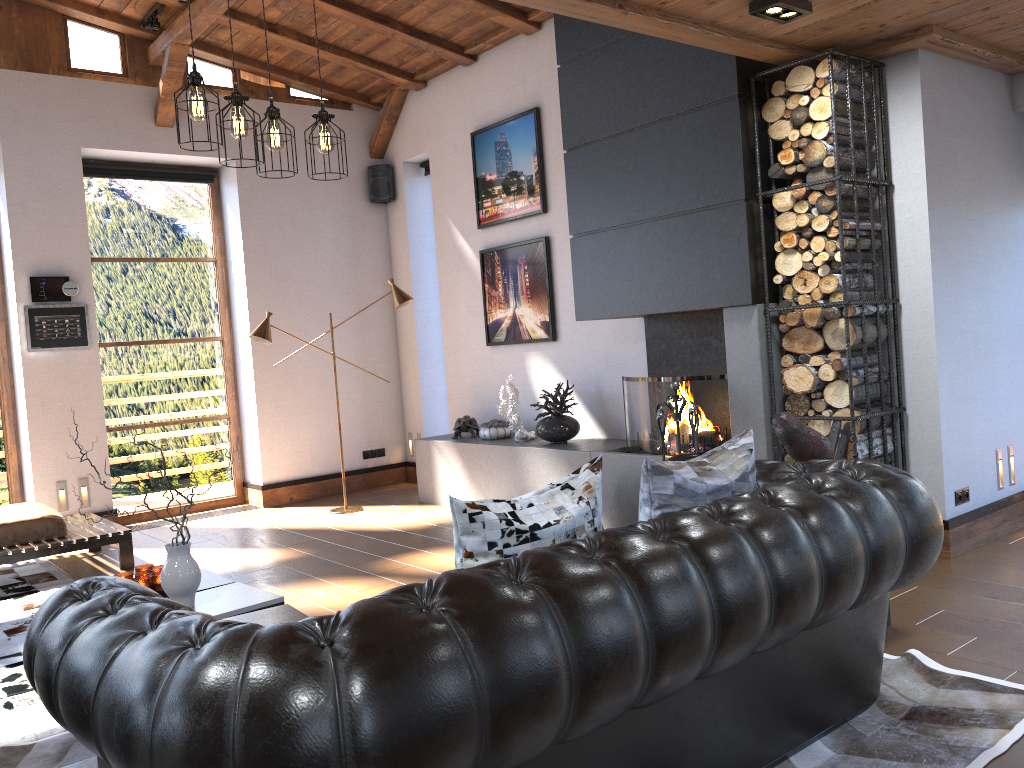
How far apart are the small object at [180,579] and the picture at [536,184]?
4.2 meters

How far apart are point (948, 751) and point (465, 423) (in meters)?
5.07

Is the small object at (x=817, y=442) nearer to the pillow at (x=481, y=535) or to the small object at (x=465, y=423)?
the pillow at (x=481, y=535)

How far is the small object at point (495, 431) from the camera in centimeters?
703cm

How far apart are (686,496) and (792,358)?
2.39m

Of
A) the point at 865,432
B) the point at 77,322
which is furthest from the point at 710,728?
the point at 77,322

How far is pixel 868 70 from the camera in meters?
4.6

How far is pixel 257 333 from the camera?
6.9 meters

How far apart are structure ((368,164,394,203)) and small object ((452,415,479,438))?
2.5m

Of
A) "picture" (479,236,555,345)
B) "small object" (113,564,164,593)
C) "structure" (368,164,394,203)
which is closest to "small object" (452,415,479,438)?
"picture" (479,236,555,345)
